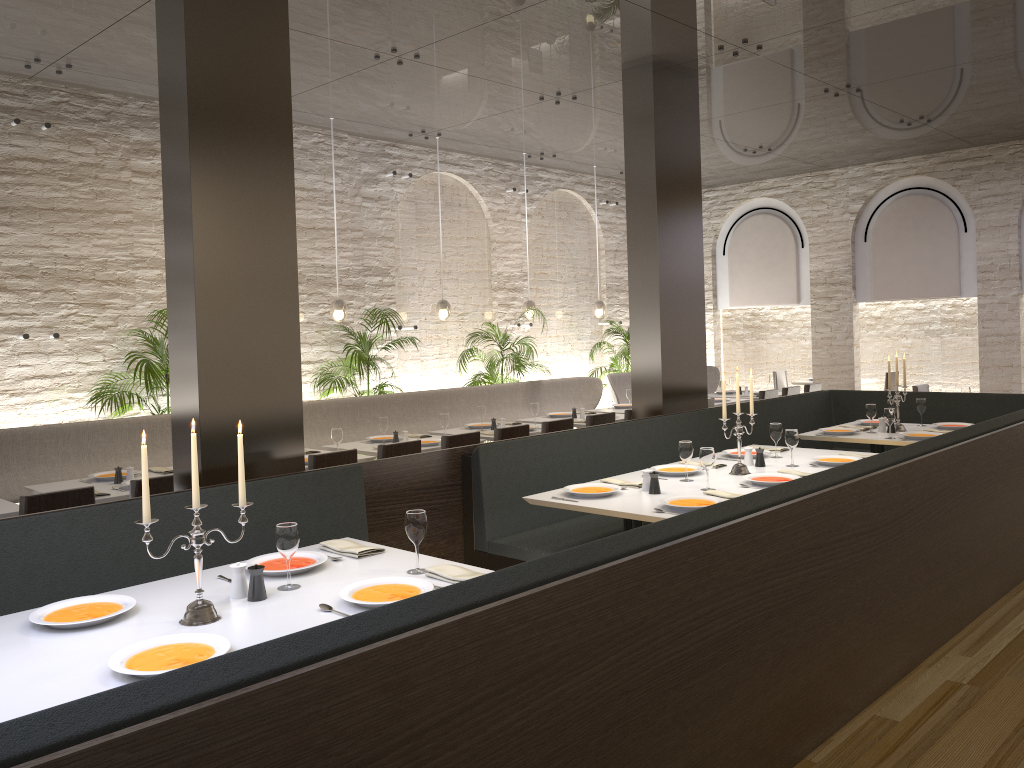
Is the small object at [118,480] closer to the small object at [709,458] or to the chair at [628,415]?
the small object at [709,458]

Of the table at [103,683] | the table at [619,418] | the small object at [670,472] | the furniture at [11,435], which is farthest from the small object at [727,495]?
the furniture at [11,435]

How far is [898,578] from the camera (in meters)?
4.10

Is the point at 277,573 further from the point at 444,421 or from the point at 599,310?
the point at 599,310

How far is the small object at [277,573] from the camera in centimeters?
337cm

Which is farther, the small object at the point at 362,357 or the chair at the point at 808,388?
the chair at the point at 808,388

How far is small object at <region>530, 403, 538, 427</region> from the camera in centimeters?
832cm

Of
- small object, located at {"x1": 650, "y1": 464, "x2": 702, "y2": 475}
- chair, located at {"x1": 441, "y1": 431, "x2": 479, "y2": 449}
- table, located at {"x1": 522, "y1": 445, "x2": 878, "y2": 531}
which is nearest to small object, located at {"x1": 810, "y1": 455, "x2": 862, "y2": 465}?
table, located at {"x1": 522, "y1": 445, "x2": 878, "y2": 531}

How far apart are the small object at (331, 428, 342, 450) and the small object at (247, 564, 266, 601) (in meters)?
3.49

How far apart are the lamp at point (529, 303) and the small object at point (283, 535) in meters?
7.7
